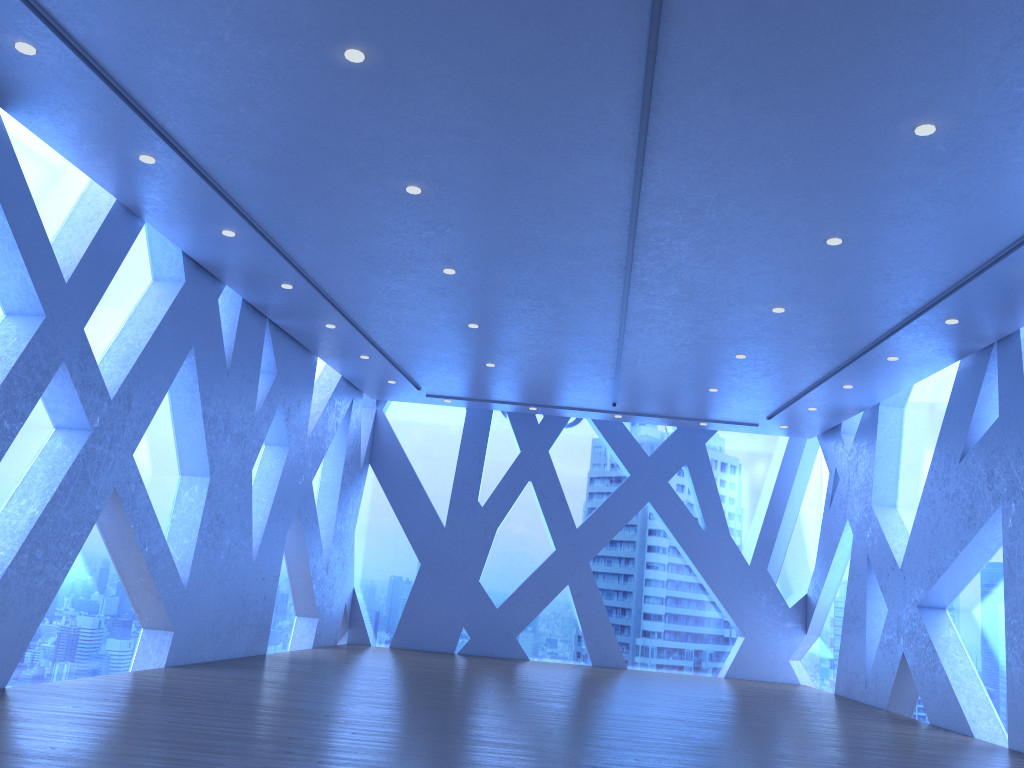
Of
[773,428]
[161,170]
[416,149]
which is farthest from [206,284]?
[773,428]
